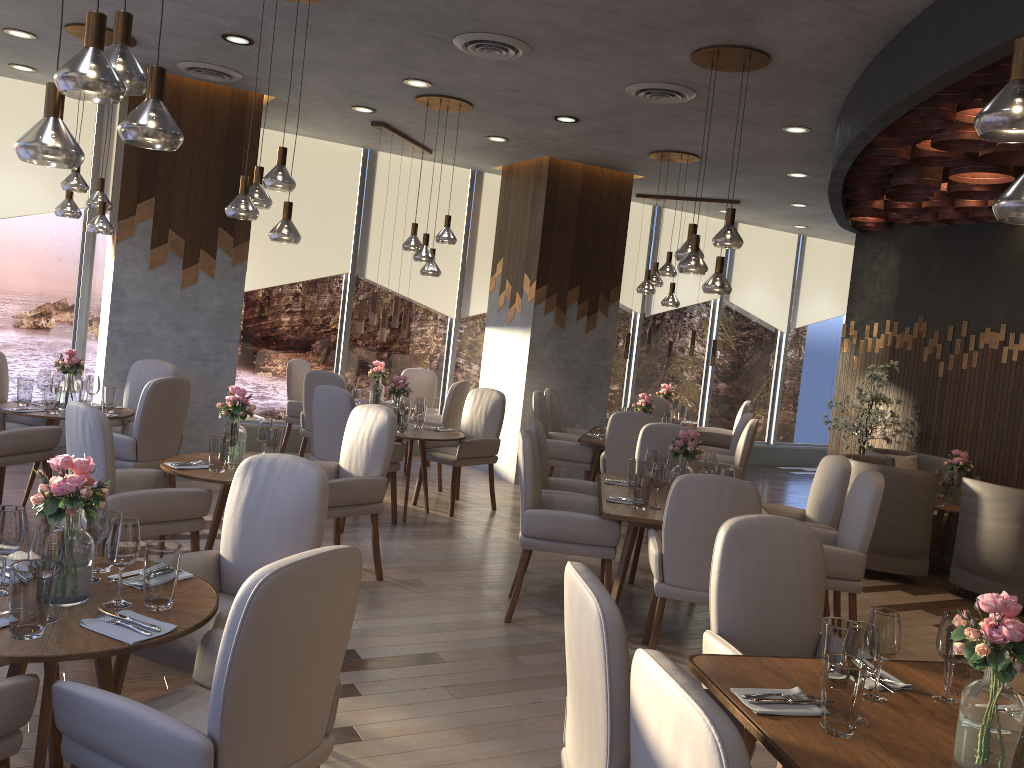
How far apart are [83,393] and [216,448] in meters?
2.4

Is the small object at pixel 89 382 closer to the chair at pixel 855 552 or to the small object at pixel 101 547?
the small object at pixel 101 547

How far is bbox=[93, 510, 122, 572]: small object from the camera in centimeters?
275cm

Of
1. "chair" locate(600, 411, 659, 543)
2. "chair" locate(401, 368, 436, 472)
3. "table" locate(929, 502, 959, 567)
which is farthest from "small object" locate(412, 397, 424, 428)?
"table" locate(929, 502, 959, 567)

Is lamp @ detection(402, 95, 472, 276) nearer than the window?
Yes

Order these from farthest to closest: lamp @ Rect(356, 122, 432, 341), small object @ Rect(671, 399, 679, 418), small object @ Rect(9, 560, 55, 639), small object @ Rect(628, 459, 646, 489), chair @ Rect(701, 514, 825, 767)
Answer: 1. small object @ Rect(671, 399, 679, 418)
2. lamp @ Rect(356, 122, 432, 341)
3. small object @ Rect(628, 459, 646, 489)
4. chair @ Rect(701, 514, 825, 767)
5. small object @ Rect(9, 560, 55, 639)

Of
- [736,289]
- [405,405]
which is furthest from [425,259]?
[736,289]

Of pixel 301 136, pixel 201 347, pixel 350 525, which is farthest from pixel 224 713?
pixel 301 136

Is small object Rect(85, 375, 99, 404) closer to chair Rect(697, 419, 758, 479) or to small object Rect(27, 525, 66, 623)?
small object Rect(27, 525, 66, 623)

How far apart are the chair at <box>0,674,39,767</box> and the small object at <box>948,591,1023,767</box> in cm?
220
